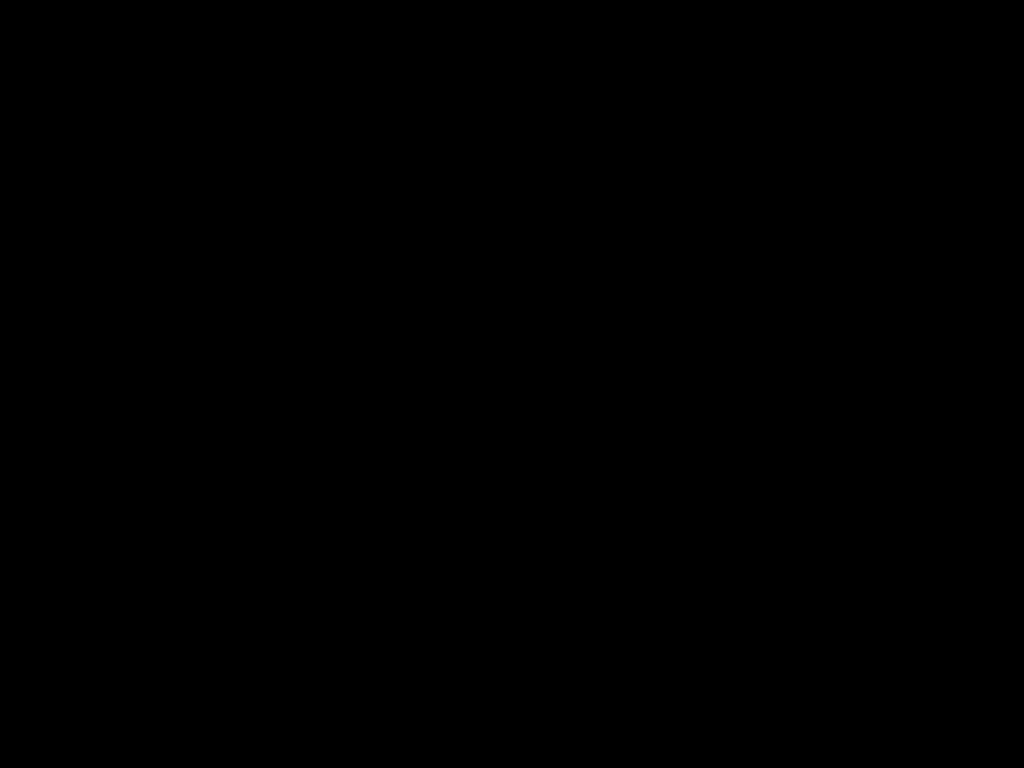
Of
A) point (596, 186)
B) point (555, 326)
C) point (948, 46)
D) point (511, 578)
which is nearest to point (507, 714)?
point (511, 578)
